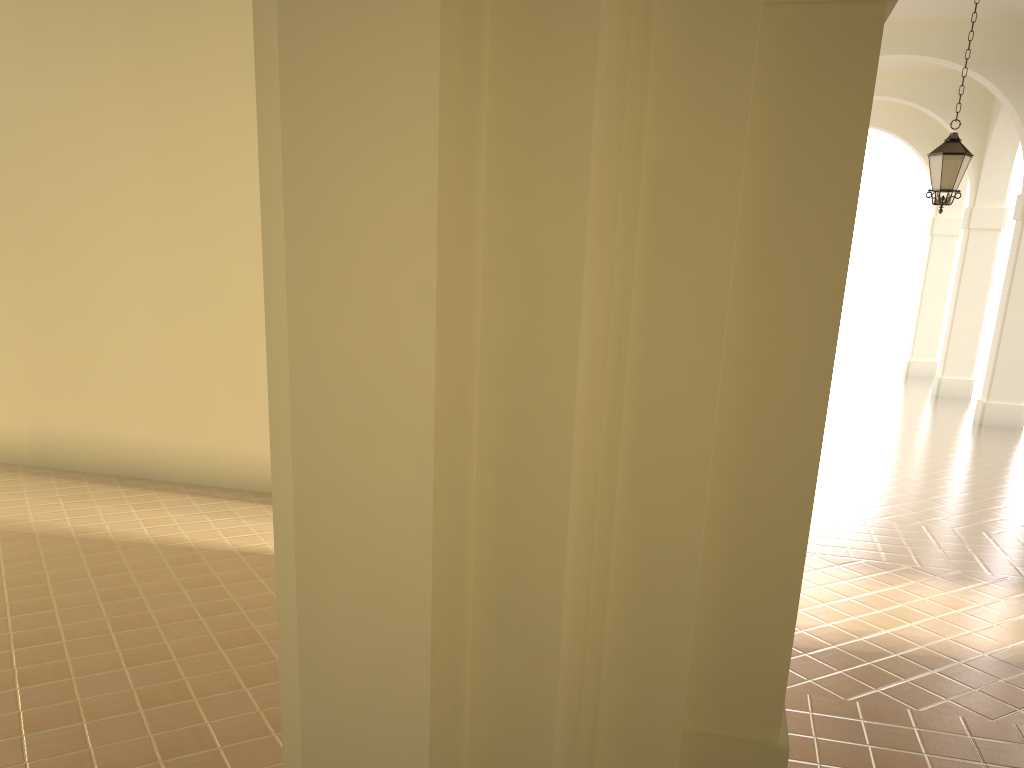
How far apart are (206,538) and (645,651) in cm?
590

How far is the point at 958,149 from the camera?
10.5 meters

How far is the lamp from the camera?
10.5 meters

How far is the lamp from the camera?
10.5 meters
